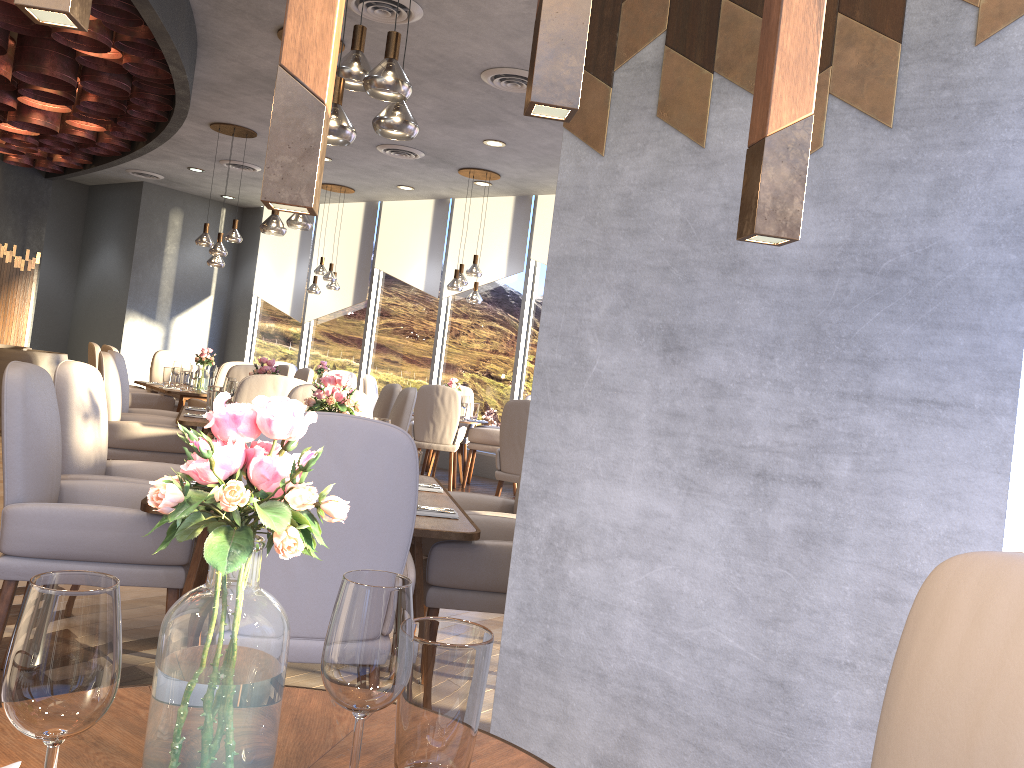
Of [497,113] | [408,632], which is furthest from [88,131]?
[408,632]

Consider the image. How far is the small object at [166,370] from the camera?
8.4 meters

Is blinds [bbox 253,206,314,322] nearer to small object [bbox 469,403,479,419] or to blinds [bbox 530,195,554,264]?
blinds [bbox 530,195,554,264]

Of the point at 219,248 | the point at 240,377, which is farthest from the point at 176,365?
the point at 240,377

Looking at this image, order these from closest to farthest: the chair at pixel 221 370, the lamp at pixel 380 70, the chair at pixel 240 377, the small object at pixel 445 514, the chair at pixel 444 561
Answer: the chair at pixel 444 561 → the small object at pixel 445 514 → the lamp at pixel 380 70 → the chair at pixel 240 377 → the chair at pixel 221 370

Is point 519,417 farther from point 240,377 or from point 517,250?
point 517,250

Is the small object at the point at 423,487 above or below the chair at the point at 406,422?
below

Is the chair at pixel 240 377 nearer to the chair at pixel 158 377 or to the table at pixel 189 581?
the chair at pixel 158 377

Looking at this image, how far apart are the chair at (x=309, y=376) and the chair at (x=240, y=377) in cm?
183

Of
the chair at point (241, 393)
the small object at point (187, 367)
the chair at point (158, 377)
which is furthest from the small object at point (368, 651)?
the chair at point (158, 377)
